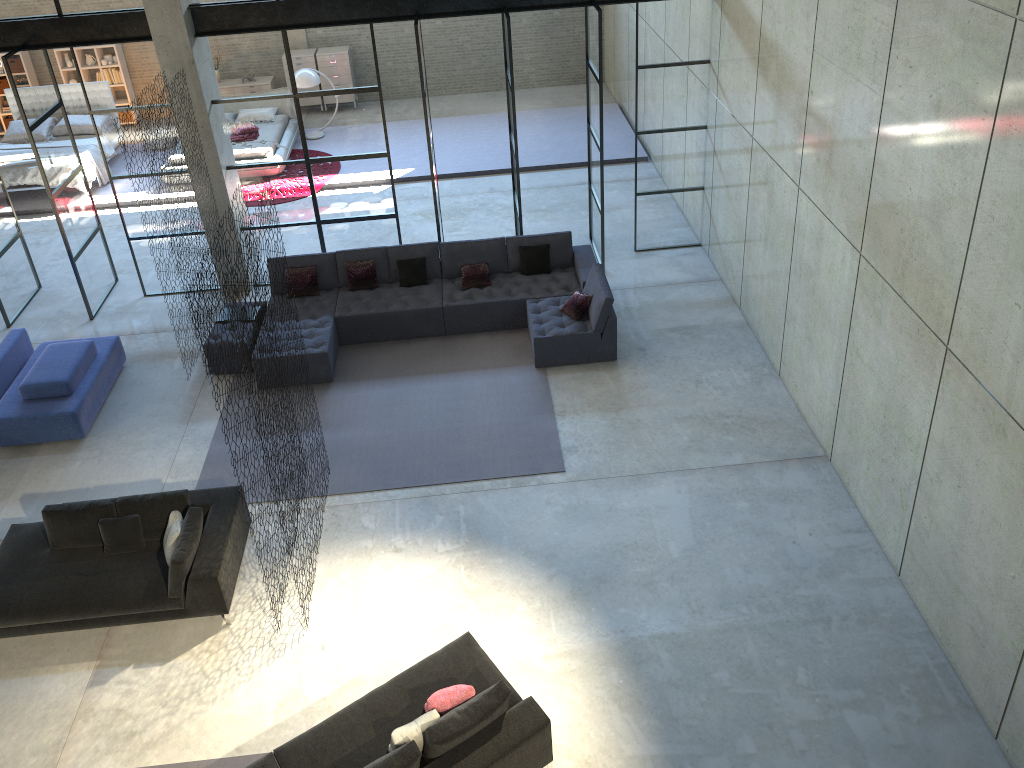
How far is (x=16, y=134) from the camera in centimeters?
1558cm

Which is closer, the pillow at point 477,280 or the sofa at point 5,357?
the sofa at point 5,357

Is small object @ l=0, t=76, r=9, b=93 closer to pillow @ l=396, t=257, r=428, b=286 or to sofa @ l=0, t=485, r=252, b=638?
pillow @ l=396, t=257, r=428, b=286

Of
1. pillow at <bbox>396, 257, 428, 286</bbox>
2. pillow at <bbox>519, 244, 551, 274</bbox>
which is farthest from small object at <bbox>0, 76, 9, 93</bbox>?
pillow at <bbox>519, 244, 551, 274</bbox>

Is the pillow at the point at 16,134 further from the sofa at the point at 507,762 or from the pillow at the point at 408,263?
the sofa at the point at 507,762

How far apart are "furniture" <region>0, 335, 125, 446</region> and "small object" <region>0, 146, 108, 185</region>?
5.7m

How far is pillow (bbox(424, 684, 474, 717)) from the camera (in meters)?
6.02

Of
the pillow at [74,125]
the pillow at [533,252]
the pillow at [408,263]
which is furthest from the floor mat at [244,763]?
the pillow at [74,125]

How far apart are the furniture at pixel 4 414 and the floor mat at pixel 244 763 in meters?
4.4

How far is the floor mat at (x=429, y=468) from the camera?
8.89m
